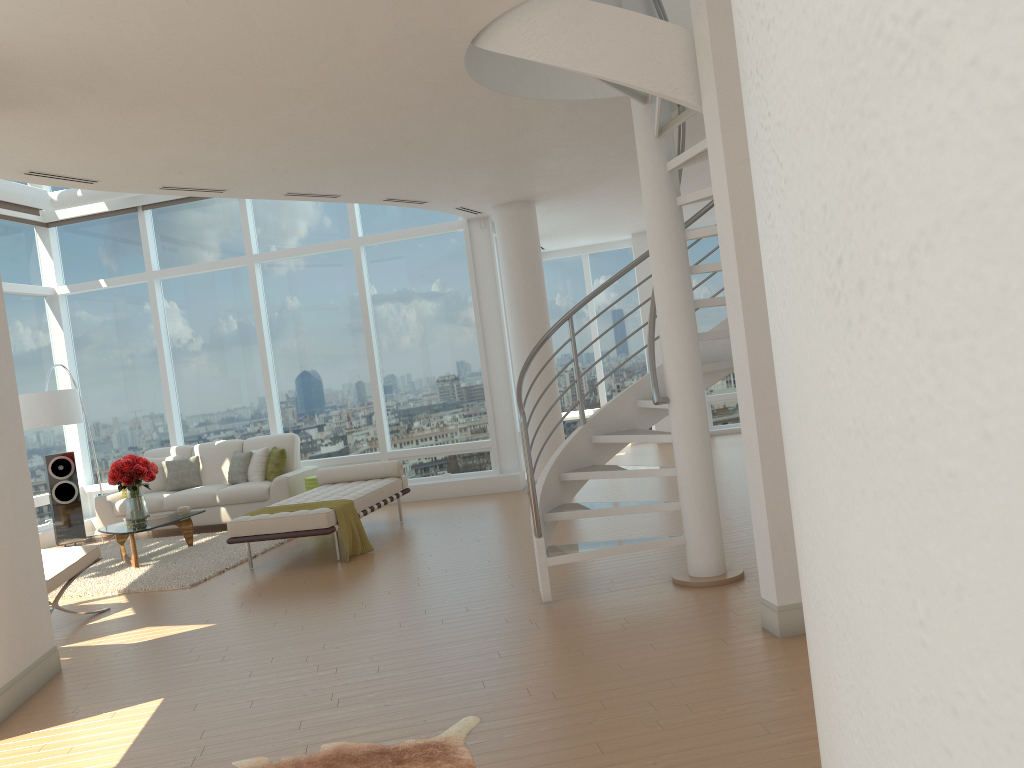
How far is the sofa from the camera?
10.35m

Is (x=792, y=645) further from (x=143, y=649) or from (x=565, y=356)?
(x=565, y=356)

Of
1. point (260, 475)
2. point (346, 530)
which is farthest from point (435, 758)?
point (260, 475)

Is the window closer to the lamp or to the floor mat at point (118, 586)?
the lamp

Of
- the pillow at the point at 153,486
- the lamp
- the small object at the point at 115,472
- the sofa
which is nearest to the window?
the sofa

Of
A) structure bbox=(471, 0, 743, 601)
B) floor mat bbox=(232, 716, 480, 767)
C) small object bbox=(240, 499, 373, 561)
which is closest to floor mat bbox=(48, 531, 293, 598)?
small object bbox=(240, 499, 373, 561)

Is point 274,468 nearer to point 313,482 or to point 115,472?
point 313,482

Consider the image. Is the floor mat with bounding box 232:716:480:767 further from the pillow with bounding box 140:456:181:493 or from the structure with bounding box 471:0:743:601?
the pillow with bounding box 140:456:181:493

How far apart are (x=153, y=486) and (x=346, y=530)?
4.4 meters

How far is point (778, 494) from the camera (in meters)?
4.30
